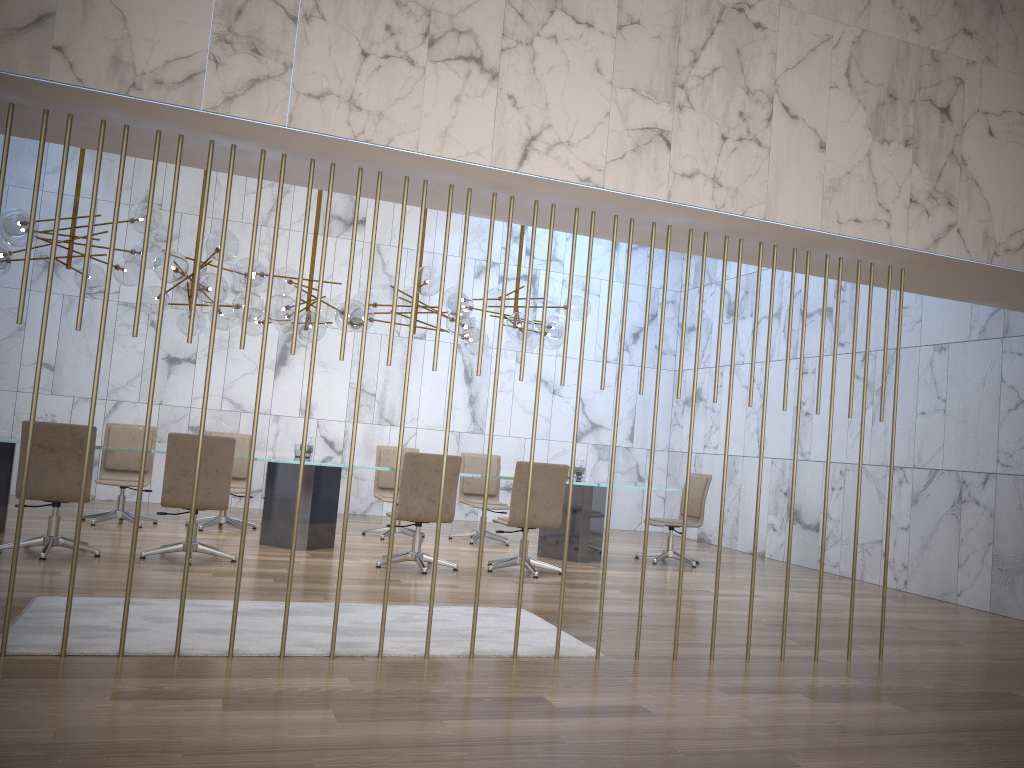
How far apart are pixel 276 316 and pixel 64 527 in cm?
288

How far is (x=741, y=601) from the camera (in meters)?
7.35

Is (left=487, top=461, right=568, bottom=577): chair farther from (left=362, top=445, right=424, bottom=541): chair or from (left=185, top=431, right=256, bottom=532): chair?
(left=185, top=431, right=256, bottom=532): chair

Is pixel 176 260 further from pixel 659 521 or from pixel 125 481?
pixel 659 521

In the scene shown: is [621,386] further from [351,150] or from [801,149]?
[351,150]

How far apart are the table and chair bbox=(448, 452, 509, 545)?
0.9m

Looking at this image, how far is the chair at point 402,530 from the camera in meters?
9.8

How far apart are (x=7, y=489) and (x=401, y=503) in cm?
342

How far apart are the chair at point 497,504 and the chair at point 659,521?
1.66m

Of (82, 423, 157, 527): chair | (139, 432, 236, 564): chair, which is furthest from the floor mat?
(82, 423, 157, 527): chair
